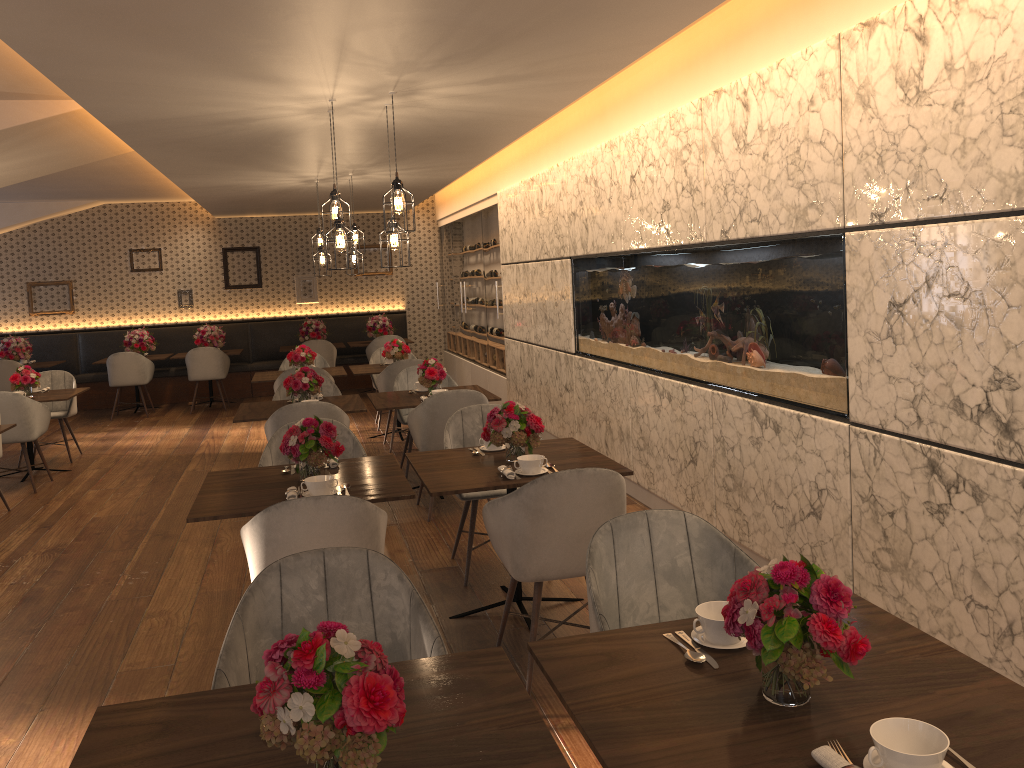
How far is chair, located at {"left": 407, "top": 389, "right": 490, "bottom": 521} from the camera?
5.8m

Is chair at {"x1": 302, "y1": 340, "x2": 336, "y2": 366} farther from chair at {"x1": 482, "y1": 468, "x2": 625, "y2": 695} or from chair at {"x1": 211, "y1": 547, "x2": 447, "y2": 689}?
chair at {"x1": 211, "y1": 547, "x2": 447, "y2": 689}

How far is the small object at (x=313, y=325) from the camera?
12.4m

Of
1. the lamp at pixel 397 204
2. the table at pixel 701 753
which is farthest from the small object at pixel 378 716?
the lamp at pixel 397 204

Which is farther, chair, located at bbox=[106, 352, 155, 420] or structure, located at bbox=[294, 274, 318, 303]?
structure, located at bbox=[294, 274, 318, 303]

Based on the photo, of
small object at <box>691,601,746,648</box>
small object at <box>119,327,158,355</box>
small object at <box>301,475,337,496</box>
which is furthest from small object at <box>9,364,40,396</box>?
small object at <box>691,601,746,648</box>

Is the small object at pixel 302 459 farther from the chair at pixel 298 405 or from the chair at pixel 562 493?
the chair at pixel 298 405

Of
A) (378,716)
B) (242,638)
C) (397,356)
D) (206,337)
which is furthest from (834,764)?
(206,337)

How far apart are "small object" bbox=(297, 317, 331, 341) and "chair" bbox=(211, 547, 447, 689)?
10.17m

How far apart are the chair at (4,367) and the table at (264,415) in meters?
6.0
